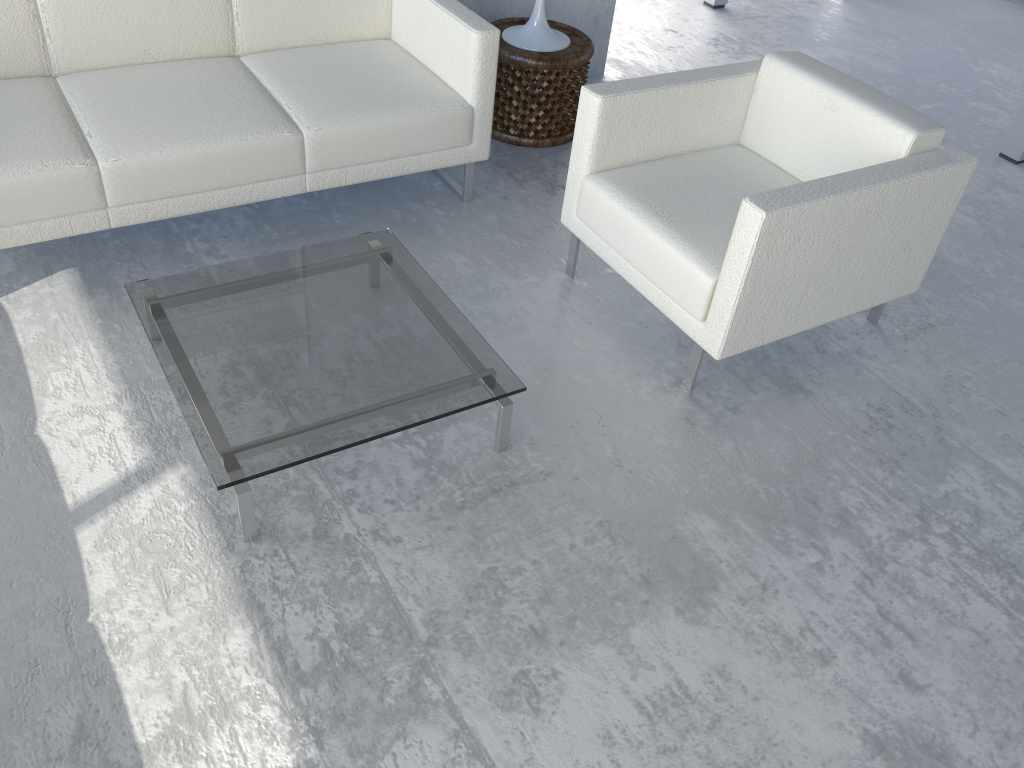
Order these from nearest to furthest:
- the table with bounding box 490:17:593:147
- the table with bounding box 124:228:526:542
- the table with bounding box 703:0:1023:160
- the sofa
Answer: the table with bounding box 124:228:526:542
the sofa
the table with bounding box 490:17:593:147
the table with bounding box 703:0:1023:160

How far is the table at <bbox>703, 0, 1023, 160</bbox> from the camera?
3.7 meters

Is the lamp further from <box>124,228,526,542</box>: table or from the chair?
<box>124,228,526,542</box>: table

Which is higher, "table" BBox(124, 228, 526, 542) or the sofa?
the sofa

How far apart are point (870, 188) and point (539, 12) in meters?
1.7

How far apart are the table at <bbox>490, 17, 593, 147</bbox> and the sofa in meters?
0.4

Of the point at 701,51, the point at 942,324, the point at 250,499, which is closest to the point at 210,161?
the point at 250,499

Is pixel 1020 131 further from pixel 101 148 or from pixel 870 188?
pixel 101 148

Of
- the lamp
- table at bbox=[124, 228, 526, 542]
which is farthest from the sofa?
the lamp

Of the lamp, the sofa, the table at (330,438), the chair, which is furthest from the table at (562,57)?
the table at (330,438)
